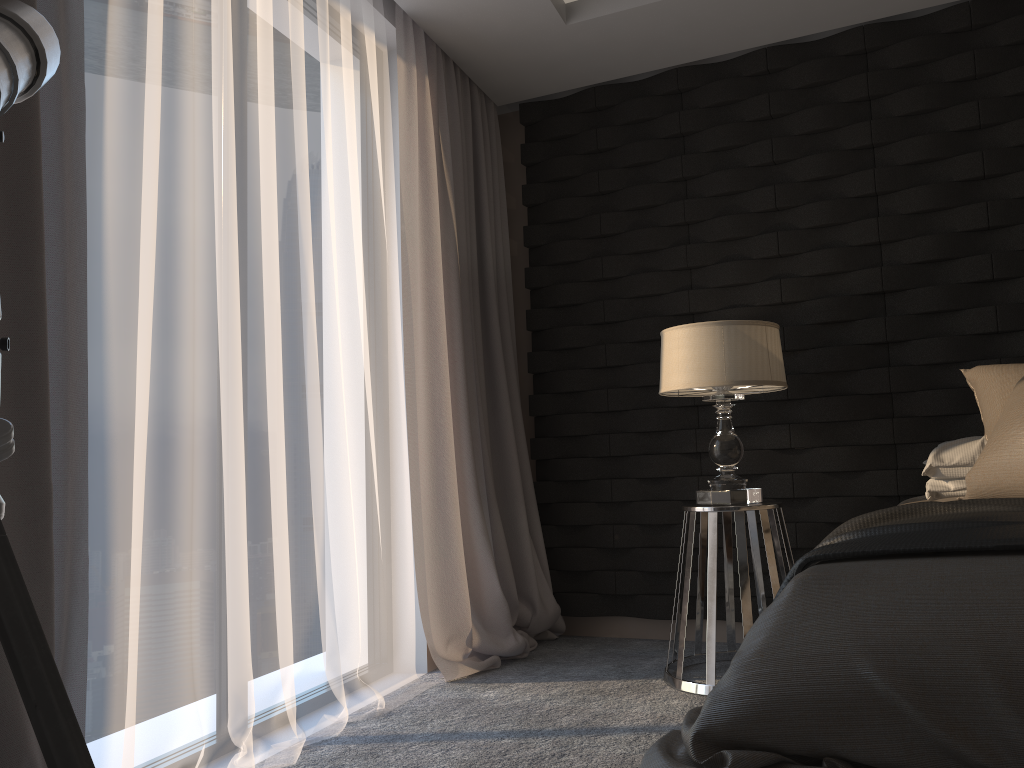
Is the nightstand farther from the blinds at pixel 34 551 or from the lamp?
the blinds at pixel 34 551

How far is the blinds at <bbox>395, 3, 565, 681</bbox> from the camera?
3.3 meters

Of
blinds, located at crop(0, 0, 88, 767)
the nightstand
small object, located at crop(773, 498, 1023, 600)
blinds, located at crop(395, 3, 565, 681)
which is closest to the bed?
small object, located at crop(773, 498, 1023, 600)

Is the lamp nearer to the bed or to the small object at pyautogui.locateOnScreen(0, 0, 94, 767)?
the bed

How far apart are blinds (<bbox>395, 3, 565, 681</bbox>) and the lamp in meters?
0.8 m

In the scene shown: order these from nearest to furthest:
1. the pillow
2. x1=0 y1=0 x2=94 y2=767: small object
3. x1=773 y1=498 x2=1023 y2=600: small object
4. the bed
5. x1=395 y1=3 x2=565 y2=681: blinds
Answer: x1=0 y1=0 x2=94 y2=767: small object
the bed
x1=773 y1=498 x2=1023 y2=600: small object
the pillow
x1=395 y1=3 x2=565 y2=681: blinds

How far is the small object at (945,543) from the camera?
1.5 meters

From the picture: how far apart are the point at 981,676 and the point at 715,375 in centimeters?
178cm

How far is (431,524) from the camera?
3.3m

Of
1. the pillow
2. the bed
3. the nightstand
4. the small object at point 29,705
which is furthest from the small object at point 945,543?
the small object at point 29,705
